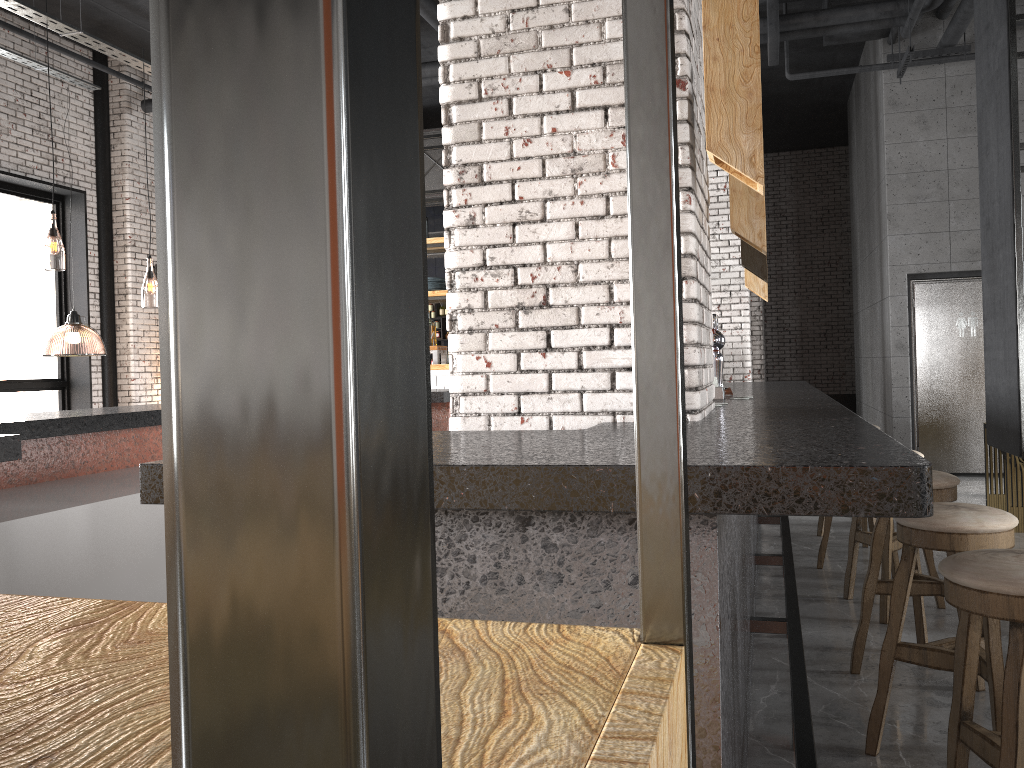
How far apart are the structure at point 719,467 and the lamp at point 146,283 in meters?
5.8 m

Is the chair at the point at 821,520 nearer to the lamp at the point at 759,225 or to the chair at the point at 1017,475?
the chair at the point at 1017,475

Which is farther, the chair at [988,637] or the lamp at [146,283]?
the lamp at [146,283]

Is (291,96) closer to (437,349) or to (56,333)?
(437,349)

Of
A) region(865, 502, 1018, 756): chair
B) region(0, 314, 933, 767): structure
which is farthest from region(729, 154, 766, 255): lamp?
region(865, 502, 1018, 756): chair

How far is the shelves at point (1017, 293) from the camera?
5.2 meters

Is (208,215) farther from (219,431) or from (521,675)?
(521,675)

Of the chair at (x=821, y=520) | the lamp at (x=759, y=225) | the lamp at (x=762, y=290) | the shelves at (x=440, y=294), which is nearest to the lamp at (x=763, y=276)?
the lamp at (x=762, y=290)

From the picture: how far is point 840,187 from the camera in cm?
1569

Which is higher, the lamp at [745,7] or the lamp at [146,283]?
the lamp at [146,283]
